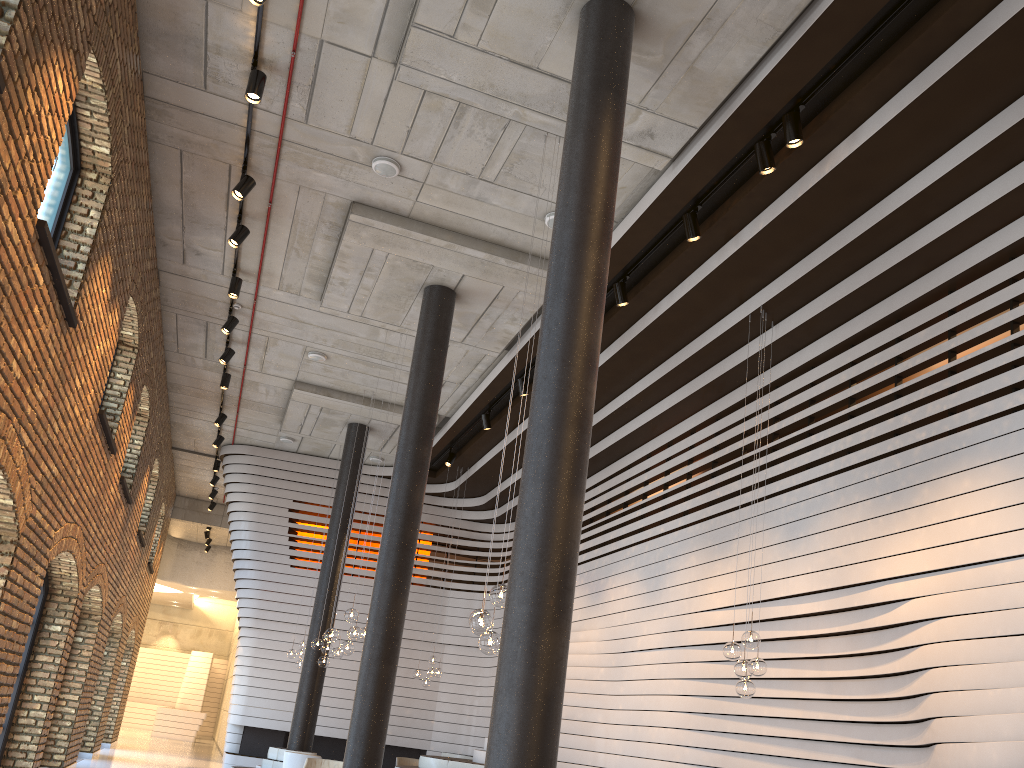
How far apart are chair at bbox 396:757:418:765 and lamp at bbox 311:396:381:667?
3.1m

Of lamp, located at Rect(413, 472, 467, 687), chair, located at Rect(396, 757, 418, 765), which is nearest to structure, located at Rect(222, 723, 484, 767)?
chair, located at Rect(396, 757, 418, 765)

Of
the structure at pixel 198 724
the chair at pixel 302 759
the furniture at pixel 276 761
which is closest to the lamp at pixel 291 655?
the furniture at pixel 276 761

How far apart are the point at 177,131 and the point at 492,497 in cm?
980

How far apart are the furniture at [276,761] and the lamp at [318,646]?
1.7 meters

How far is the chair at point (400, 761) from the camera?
14.5 meters

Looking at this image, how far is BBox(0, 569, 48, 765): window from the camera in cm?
922

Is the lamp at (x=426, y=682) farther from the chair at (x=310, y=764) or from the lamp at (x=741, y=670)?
the lamp at (x=741, y=670)

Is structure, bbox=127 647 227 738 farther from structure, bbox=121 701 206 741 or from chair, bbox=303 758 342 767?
chair, bbox=303 758 342 767

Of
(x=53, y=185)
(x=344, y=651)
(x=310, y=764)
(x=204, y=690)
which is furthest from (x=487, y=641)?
(x=204, y=690)
